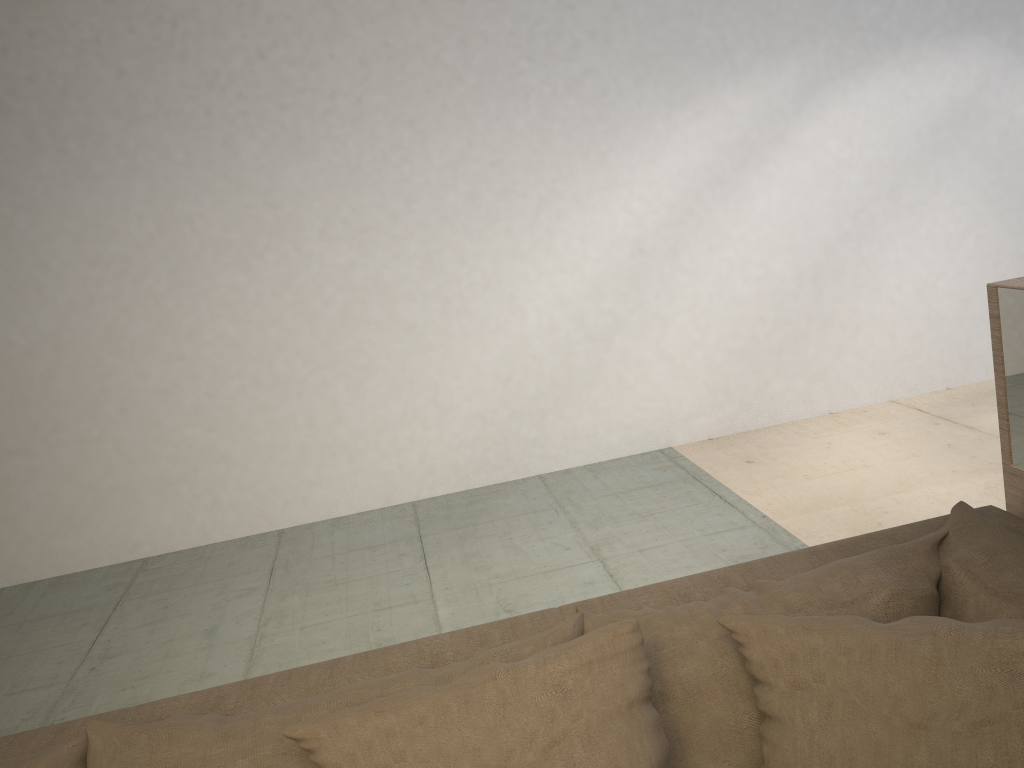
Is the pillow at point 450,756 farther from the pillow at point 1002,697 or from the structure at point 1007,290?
the structure at point 1007,290

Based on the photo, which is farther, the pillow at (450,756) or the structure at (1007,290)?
the structure at (1007,290)

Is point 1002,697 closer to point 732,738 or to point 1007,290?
point 732,738

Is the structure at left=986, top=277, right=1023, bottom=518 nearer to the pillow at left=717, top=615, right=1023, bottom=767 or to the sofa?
the sofa

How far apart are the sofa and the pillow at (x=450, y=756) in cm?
5

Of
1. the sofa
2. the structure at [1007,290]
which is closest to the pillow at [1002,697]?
the sofa

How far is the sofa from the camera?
1.19m

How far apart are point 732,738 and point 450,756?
0.39m

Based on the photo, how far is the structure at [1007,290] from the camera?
1.48m

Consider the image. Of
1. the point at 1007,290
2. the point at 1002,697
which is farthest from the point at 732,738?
the point at 1007,290
